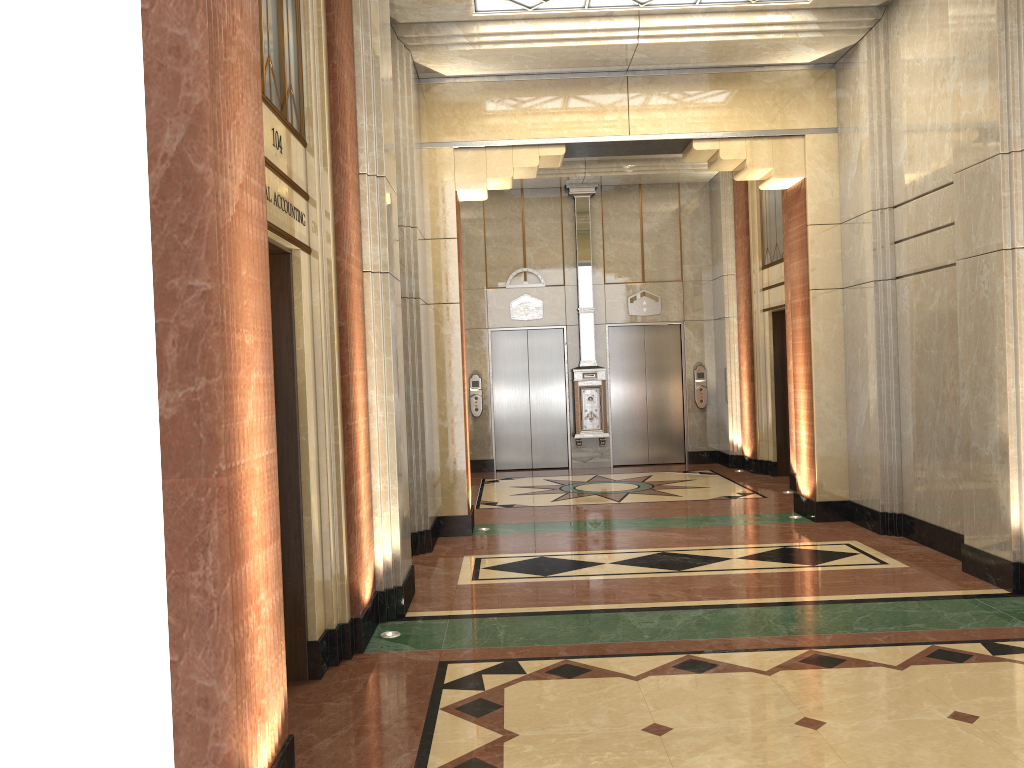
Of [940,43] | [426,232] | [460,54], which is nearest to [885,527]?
[940,43]
